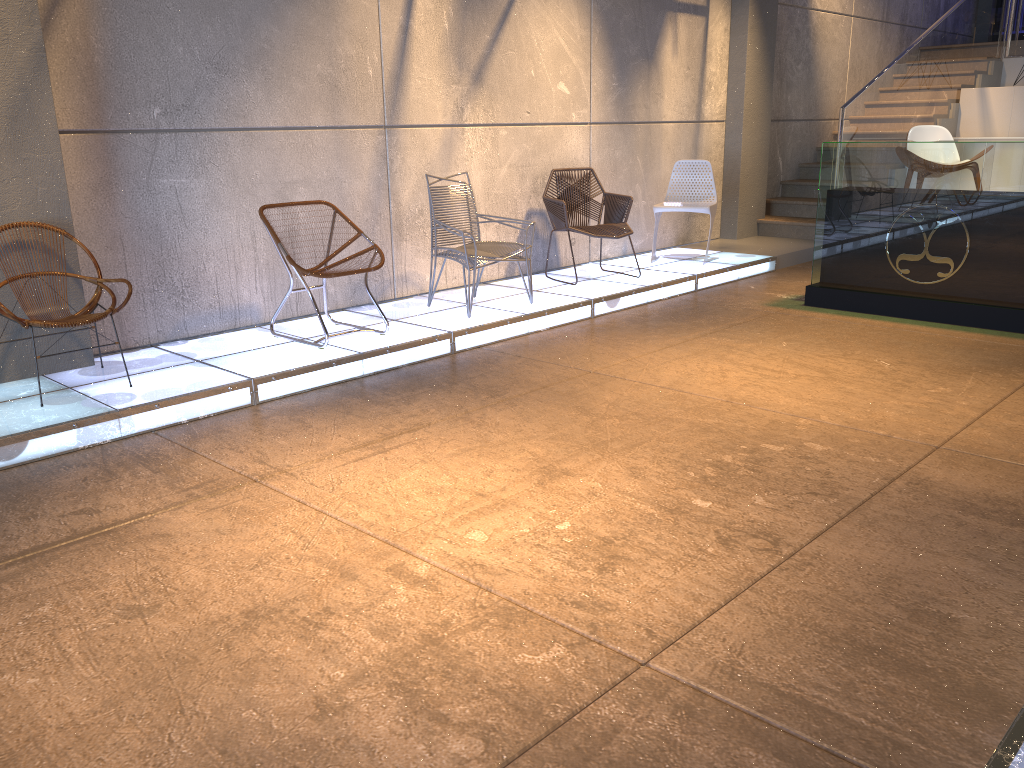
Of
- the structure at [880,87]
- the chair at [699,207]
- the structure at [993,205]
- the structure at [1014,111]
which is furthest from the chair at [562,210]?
the structure at [1014,111]

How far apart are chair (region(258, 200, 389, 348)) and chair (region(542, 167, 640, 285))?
2.0m

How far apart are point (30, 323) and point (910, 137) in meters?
8.8

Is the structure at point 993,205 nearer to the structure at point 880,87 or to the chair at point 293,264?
the structure at point 880,87

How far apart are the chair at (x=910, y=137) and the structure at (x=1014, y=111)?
2.1 meters

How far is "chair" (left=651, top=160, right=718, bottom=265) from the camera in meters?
7.8

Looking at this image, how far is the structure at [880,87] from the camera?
9.49m

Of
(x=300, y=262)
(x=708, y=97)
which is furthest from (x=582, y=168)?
(x=300, y=262)

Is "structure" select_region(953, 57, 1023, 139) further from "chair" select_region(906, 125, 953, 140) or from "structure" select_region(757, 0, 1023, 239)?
"chair" select_region(906, 125, 953, 140)

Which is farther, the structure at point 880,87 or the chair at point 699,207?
the structure at point 880,87
